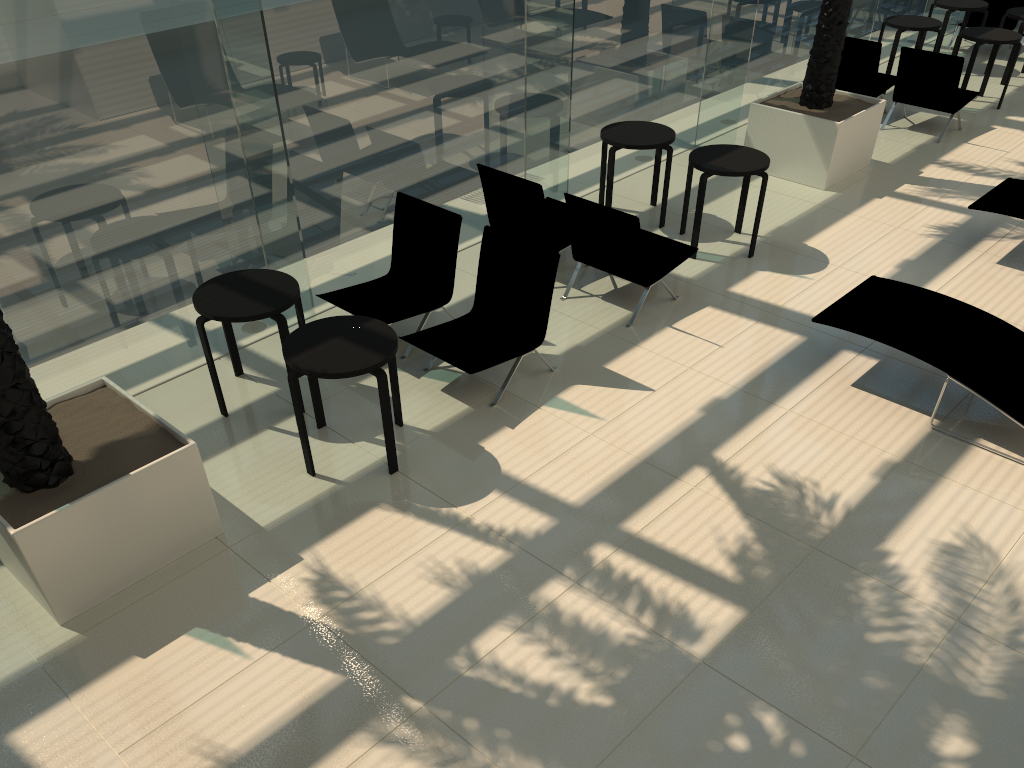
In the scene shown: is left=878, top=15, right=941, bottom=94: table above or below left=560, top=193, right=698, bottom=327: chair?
above

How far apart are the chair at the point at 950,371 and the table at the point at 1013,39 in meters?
6.2 m

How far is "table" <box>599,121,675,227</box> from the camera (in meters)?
8.18

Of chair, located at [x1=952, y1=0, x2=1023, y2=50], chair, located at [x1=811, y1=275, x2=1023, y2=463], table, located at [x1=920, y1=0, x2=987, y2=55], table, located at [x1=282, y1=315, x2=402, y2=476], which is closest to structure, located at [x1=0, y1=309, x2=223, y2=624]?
table, located at [x1=282, y1=315, x2=402, y2=476]

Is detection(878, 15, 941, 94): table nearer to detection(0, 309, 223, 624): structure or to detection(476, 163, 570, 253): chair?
detection(476, 163, 570, 253): chair

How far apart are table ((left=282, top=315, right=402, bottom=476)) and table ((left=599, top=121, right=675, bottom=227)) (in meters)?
3.67

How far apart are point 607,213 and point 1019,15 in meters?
8.8 m

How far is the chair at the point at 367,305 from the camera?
6.7 meters

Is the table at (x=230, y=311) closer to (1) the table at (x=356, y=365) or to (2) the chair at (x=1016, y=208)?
(1) the table at (x=356, y=365)

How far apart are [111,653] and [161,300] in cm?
271
